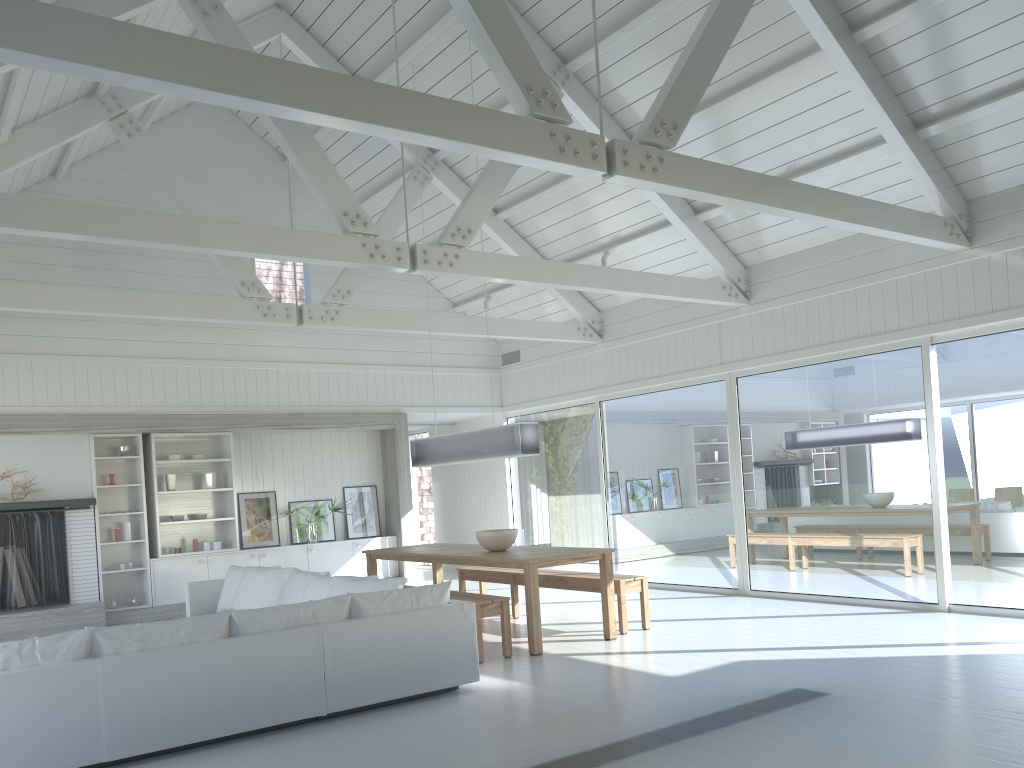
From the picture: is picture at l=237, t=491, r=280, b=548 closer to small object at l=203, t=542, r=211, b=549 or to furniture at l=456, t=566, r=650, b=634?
small object at l=203, t=542, r=211, b=549

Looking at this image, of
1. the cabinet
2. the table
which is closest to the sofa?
the table

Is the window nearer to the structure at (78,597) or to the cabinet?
the cabinet

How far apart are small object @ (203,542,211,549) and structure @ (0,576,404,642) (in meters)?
0.79

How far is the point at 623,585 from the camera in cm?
747

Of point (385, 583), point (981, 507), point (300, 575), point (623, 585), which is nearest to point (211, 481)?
point (300, 575)

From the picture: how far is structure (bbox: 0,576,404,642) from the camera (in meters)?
8.84

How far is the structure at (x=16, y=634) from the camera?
8.8m

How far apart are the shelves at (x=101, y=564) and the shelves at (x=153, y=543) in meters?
0.1 m

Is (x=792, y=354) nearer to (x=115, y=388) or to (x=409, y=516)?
(x=409, y=516)
